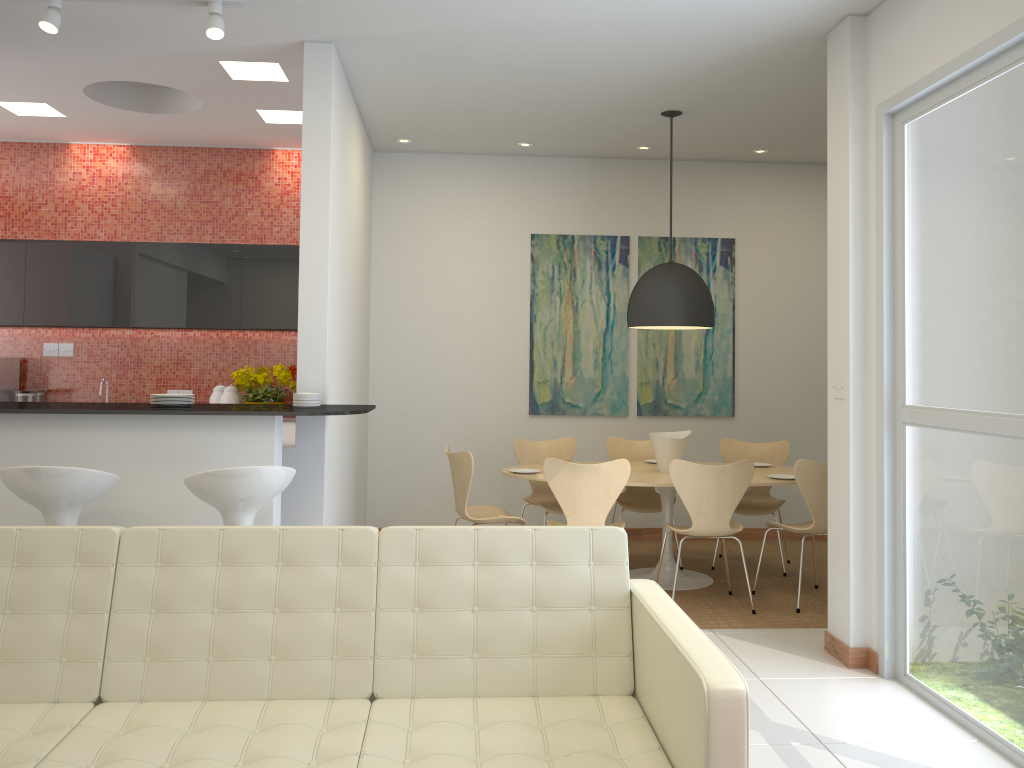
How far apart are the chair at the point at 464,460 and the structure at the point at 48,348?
3.6 meters

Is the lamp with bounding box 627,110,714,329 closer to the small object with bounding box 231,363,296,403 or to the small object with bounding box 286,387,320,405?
the small object with bounding box 286,387,320,405

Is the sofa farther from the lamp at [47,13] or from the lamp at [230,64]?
the lamp at [230,64]

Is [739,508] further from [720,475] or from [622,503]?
[720,475]

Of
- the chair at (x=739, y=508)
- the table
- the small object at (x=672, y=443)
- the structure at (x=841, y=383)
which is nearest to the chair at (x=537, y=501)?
the table

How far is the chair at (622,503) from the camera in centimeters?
642cm

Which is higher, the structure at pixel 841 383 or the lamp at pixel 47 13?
the lamp at pixel 47 13

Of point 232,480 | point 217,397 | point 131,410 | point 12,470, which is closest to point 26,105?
point 217,397

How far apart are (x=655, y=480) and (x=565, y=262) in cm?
241

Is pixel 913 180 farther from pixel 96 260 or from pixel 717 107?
pixel 96 260
